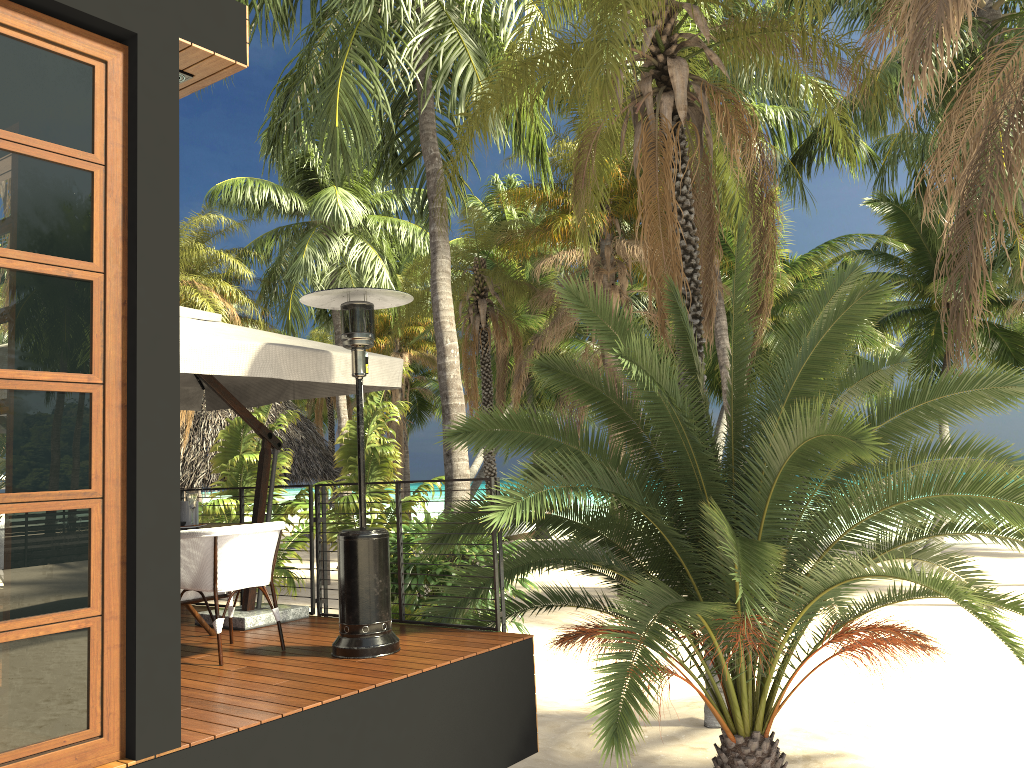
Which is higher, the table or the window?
the window

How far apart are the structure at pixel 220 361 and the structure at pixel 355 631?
0.3m

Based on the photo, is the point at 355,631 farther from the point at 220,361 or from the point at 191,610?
the point at 220,361

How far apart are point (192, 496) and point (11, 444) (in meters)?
2.76

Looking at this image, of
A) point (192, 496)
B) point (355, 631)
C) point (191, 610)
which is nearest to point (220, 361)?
point (192, 496)

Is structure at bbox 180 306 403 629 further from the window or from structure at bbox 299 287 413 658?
the window

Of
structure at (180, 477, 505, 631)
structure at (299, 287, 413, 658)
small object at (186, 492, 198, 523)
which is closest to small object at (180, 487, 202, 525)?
small object at (186, 492, 198, 523)

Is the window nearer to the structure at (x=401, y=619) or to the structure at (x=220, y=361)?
the structure at (x=220, y=361)

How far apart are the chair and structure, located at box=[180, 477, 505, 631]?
1.0 meters

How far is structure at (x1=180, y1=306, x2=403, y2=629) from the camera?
5.2 meters
